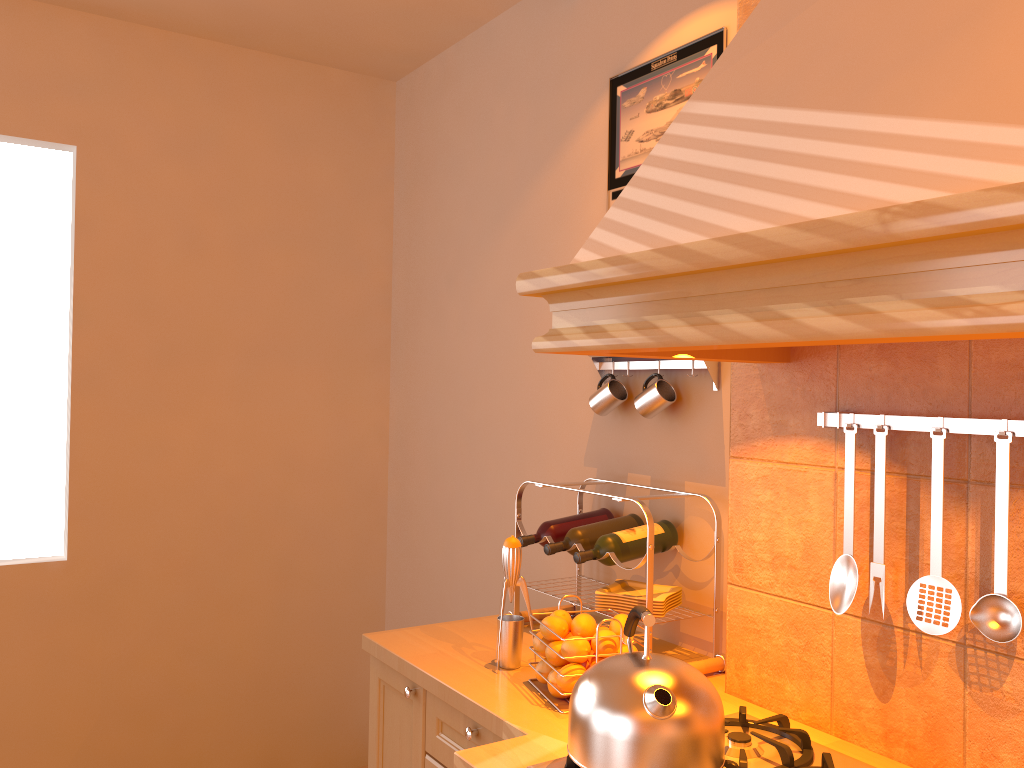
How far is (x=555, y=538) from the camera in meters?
2.2 m

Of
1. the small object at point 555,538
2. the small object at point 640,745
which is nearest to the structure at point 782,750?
the small object at point 640,745

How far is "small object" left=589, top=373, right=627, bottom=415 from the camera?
2.24m

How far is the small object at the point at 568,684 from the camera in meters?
1.7 m

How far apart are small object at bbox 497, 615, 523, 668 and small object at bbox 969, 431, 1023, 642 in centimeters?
91cm

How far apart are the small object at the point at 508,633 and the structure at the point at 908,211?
0.7 meters

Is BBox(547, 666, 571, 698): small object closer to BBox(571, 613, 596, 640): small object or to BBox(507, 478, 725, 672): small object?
BBox(571, 613, 596, 640): small object

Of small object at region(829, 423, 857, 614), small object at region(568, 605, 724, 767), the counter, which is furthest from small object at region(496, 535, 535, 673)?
small object at region(829, 423, 857, 614)

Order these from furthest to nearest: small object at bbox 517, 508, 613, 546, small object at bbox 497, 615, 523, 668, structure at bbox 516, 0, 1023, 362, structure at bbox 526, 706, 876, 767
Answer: small object at bbox 517, 508, 613, 546
small object at bbox 497, 615, 523, 668
structure at bbox 526, 706, 876, 767
structure at bbox 516, 0, 1023, 362

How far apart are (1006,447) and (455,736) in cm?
119
